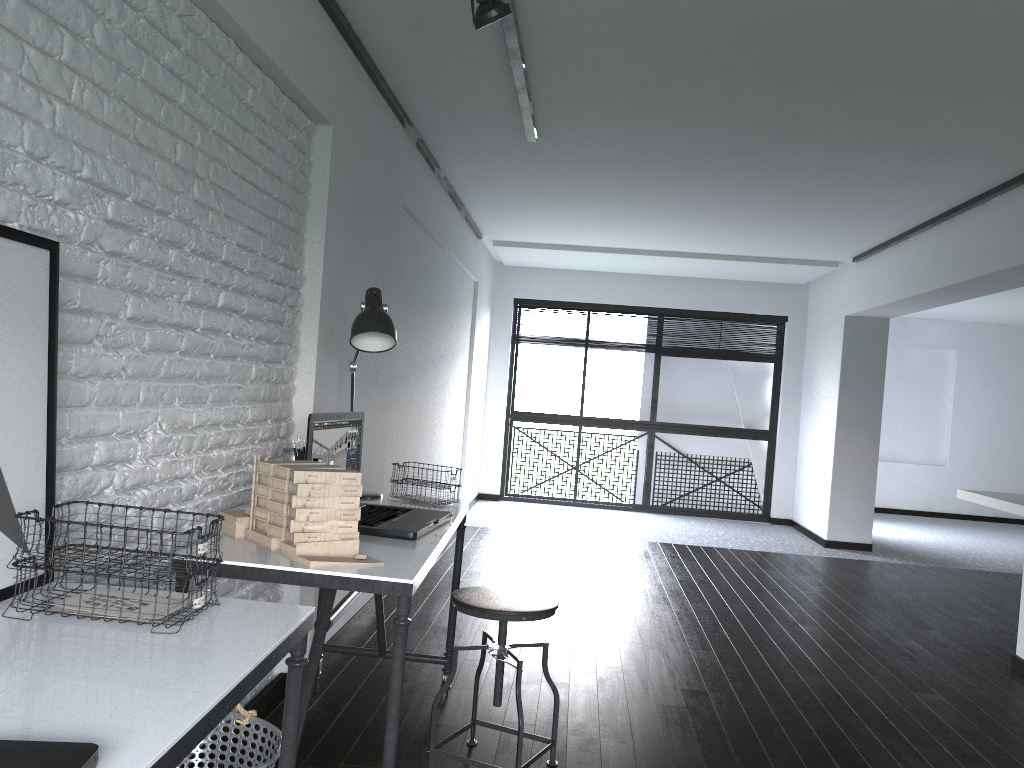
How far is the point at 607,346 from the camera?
8.9 meters

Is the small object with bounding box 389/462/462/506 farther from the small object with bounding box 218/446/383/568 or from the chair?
the small object with bounding box 218/446/383/568

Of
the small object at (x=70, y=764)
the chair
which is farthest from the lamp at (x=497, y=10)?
the small object at (x=70, y=764)

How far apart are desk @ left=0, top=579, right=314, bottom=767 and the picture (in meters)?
0.02

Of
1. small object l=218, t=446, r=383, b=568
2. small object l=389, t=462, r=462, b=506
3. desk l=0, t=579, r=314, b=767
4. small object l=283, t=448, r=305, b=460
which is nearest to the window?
small object l=389, t=462, r=462, b=506

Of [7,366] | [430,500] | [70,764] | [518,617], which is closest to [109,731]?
[70,764]

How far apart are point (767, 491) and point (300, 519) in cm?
745

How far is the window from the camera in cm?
875

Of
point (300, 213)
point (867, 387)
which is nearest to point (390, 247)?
point (300, 213)

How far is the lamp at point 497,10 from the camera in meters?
2.5
